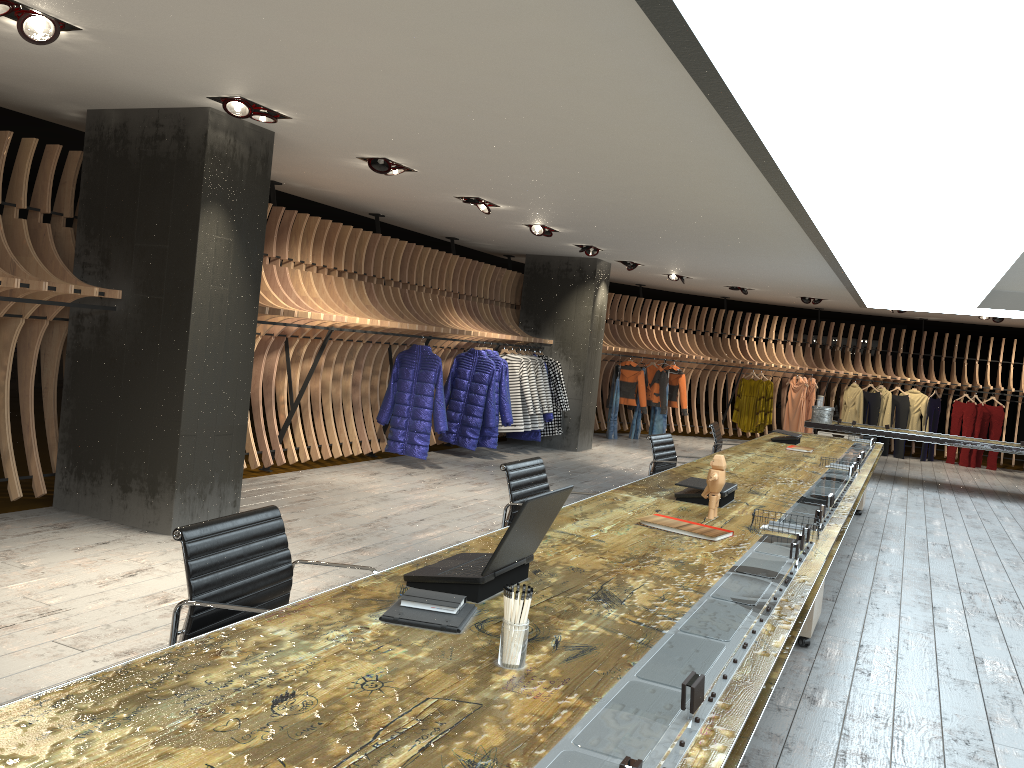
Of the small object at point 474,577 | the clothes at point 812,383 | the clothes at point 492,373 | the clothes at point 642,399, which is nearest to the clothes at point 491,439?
the clothes at point 492,373

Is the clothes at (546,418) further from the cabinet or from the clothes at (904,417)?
the clothes at (904,417)

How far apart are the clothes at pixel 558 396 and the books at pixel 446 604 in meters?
10.0 m

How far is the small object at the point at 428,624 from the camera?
2.2 meters

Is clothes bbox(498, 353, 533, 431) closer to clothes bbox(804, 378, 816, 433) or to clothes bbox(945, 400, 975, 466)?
clothes bbox(804, 378, 816, 433)

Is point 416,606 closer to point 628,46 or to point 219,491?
point 628,46

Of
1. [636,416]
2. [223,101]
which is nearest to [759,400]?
[636,416]

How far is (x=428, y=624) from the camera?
2.22m

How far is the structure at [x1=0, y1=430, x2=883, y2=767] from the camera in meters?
1.6 m

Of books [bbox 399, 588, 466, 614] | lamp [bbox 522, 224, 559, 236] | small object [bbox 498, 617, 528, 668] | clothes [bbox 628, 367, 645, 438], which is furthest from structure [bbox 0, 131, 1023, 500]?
small object [bbox 498, 617, 528, 668]
